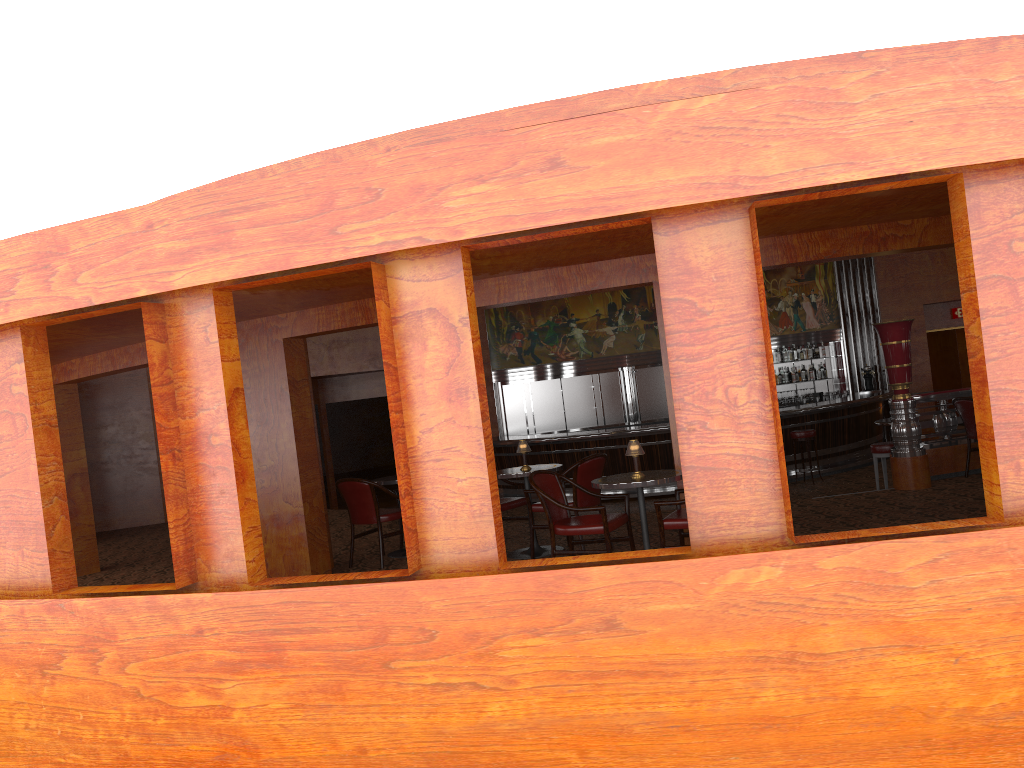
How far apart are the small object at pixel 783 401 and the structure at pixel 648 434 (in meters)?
1.16

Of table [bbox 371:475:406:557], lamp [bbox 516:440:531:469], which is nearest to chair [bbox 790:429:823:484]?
lamp [bbox 516:440:531:469]

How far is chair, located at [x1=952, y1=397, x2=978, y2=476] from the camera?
8.6m

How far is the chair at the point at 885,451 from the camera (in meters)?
9.41

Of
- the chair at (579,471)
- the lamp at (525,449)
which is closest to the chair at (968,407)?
the chair at (579,471)

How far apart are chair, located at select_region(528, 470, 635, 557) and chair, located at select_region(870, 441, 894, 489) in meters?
4.5 m

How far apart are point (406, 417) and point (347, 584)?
0.9 meters

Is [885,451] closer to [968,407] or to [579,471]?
[968,407]

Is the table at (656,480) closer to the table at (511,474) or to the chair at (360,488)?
the table at (511,474)

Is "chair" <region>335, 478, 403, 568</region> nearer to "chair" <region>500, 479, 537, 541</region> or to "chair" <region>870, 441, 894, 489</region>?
"chair" <region>500, 479, 537, 541</region>
